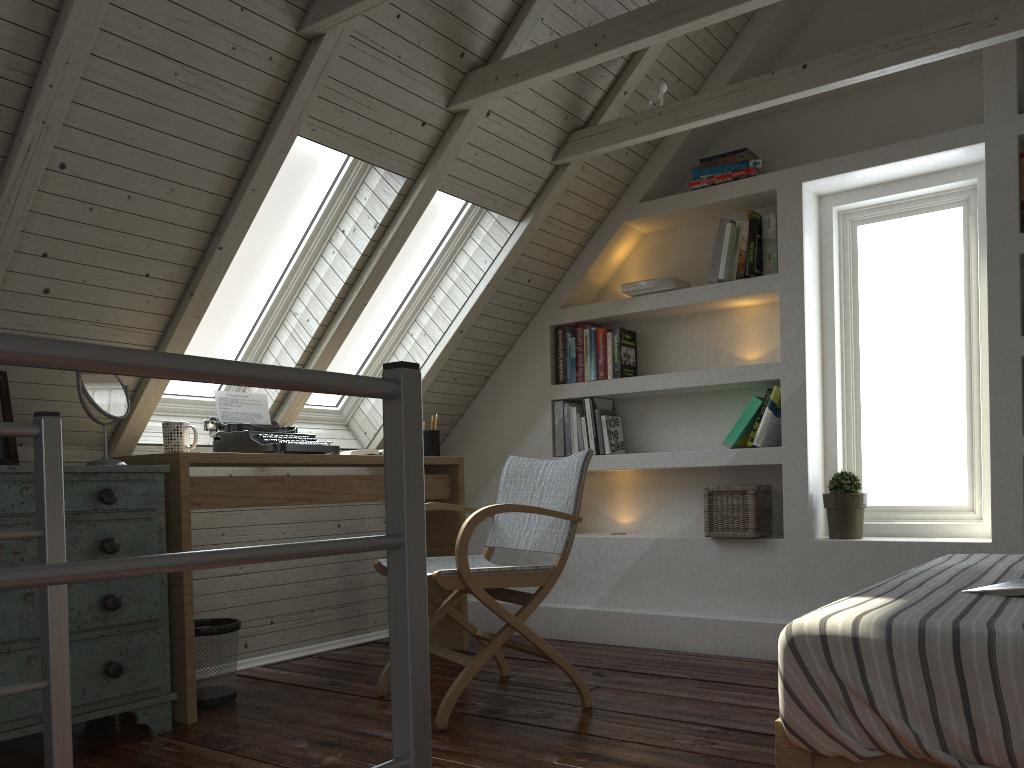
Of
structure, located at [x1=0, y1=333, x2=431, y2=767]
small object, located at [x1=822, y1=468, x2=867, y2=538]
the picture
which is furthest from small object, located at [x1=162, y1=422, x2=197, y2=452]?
small object, located at [x1=822, y1=468, x2=867, y2=538]

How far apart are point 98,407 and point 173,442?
0.31m

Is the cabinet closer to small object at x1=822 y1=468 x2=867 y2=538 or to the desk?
the desk

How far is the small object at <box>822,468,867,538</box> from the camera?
3.2m

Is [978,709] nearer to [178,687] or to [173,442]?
[178,687]

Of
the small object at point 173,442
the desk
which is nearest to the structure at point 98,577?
the desk

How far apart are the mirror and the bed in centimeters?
190cm

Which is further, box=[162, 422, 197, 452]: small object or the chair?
box=[162, 422, 197, 452]: small object

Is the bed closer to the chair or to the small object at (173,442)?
the chair

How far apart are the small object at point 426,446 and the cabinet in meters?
1.3
